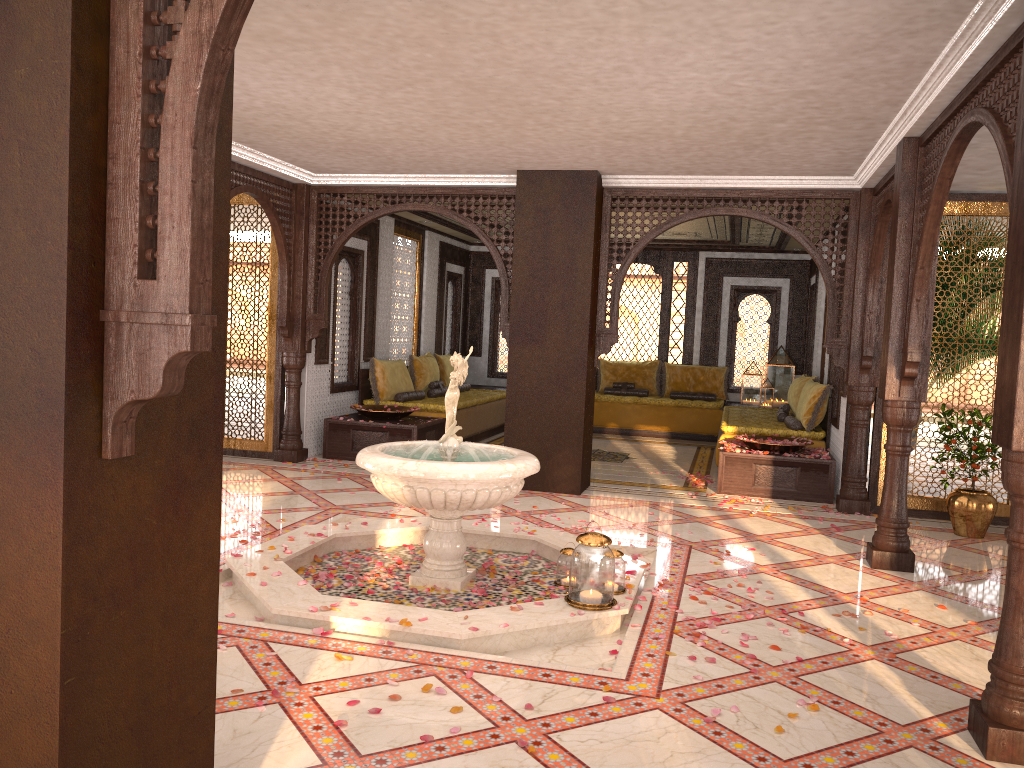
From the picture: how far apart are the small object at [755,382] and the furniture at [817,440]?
1.2m

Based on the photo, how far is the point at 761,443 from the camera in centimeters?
836cm

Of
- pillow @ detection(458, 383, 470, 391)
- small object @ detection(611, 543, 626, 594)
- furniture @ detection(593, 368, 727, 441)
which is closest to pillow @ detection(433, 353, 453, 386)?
pillow @ detection(458, 383, 470, 391)

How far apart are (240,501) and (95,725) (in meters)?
5.26

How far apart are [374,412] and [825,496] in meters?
4.6

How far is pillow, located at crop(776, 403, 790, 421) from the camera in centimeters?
1021cm

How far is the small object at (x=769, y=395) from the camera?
12.6 meters

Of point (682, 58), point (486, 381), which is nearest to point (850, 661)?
point (682, 58)

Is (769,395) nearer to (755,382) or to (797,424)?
(755,382)

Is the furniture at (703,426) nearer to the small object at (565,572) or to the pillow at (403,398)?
the pillow at (403,398)
